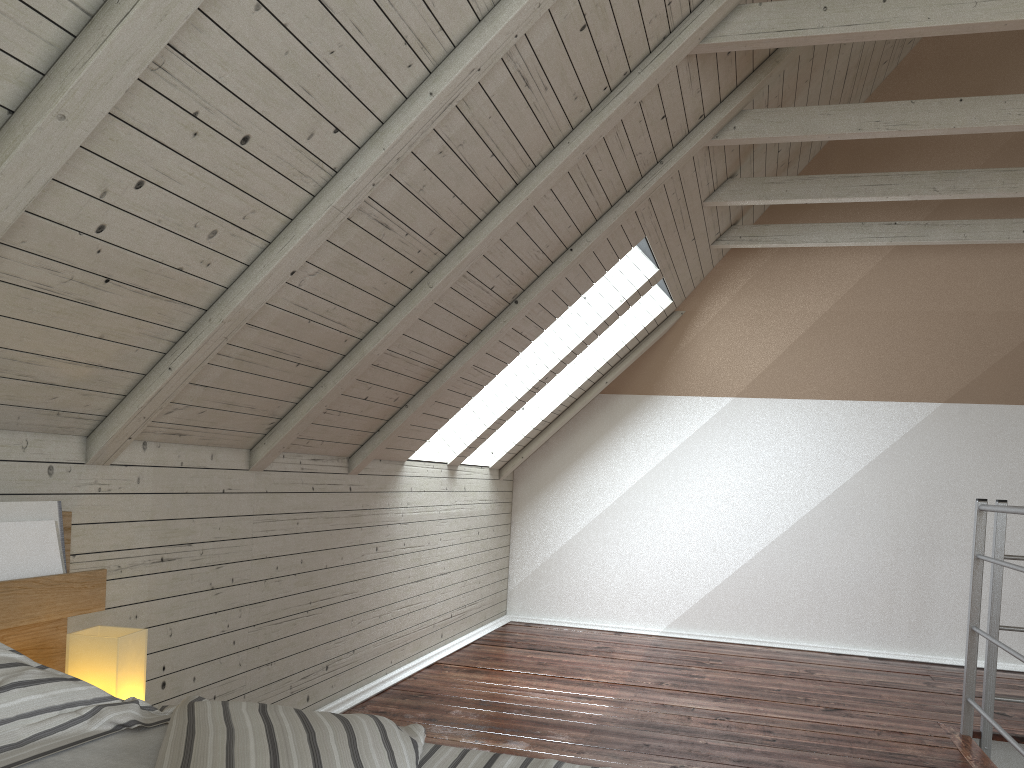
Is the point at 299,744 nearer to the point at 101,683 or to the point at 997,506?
the point at 101,683

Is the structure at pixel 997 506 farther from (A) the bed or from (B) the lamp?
(B) the lamp

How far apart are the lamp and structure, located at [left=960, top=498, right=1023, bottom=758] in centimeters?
224cm

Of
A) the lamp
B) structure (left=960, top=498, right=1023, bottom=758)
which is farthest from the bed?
structure (left=960, top=498, right=1023, bottom=758)

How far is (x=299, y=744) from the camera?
0.9m

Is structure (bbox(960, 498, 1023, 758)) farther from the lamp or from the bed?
the lamp

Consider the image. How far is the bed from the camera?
0.9m

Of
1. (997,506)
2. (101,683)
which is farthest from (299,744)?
(997,506)

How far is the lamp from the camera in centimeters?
138cm

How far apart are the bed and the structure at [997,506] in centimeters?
194cm
